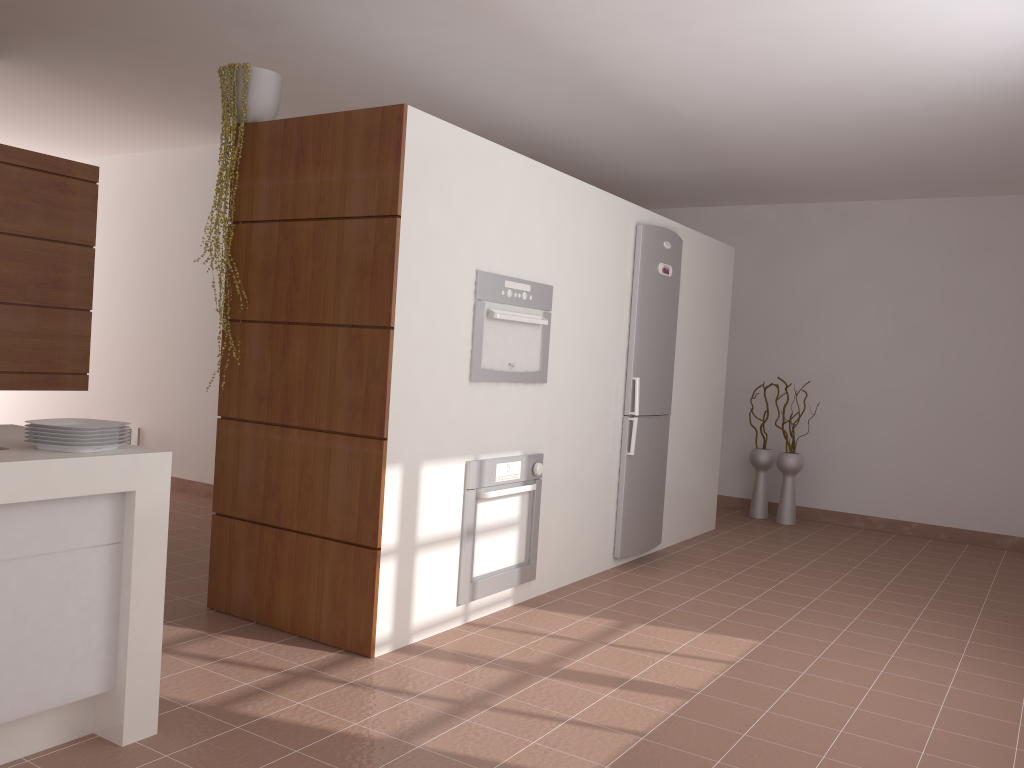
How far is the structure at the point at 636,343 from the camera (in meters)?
4.87

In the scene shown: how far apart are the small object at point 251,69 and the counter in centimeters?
130cm

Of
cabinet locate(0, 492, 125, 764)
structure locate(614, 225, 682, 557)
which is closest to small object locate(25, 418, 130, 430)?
cabinet locate(0, 492, 125, 764)

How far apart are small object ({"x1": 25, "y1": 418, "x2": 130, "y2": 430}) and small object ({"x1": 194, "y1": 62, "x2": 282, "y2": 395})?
1.4m

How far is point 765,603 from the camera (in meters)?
4.35

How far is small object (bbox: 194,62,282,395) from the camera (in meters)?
3.53

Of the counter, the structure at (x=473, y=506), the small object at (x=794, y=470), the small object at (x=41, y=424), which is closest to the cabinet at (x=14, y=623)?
the counter

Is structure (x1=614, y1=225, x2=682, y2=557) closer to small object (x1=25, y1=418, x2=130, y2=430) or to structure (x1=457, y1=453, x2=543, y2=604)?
structure (x1=457, y1=453, x2=543, y2=604)

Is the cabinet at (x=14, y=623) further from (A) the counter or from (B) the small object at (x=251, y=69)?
(B) the small object at (x=251, y=69)

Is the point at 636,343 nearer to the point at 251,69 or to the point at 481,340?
the point at 481,340
